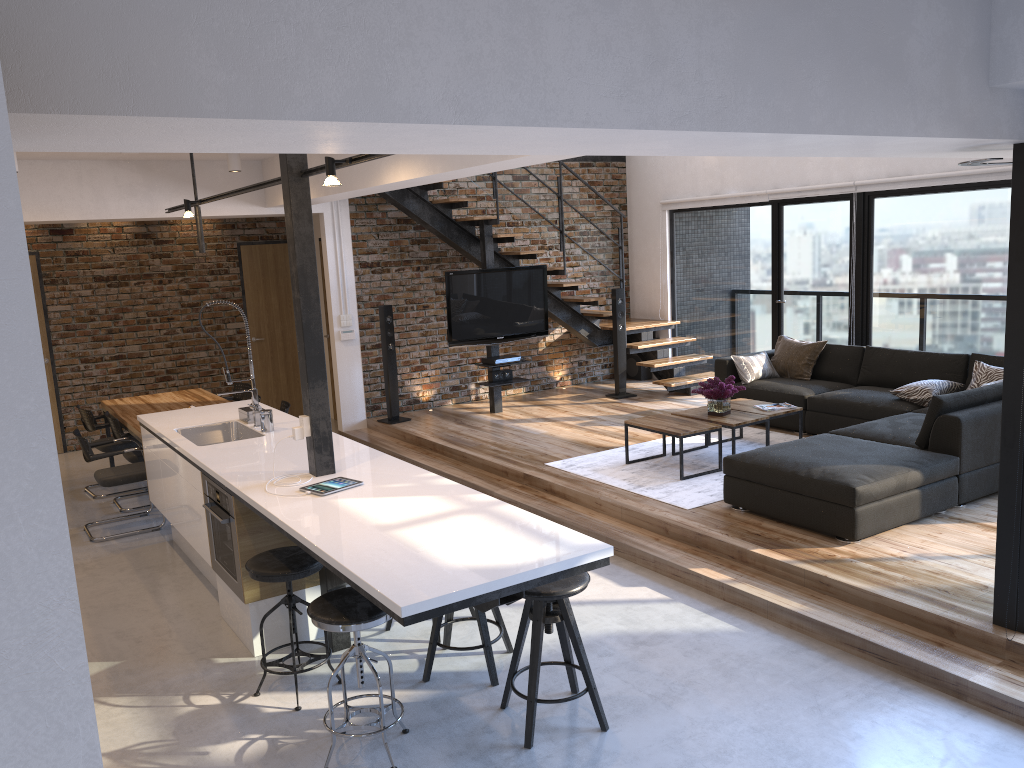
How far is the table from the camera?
6.5 meters

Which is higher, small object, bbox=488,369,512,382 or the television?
the television

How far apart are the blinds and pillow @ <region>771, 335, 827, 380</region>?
1.5m

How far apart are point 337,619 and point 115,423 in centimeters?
454cm

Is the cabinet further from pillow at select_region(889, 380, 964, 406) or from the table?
pillow at select_region(889, 380, 964, 406)

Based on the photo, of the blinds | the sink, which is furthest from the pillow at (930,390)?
the sink

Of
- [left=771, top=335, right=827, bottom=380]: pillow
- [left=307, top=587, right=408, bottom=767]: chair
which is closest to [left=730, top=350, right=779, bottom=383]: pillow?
[left=771, top=335, right=827, bottom=380]: pillow

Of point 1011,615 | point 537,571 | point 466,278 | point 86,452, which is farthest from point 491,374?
point 537,571

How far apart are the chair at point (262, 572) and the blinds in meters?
6.2 m

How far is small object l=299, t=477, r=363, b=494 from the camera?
4.0m
